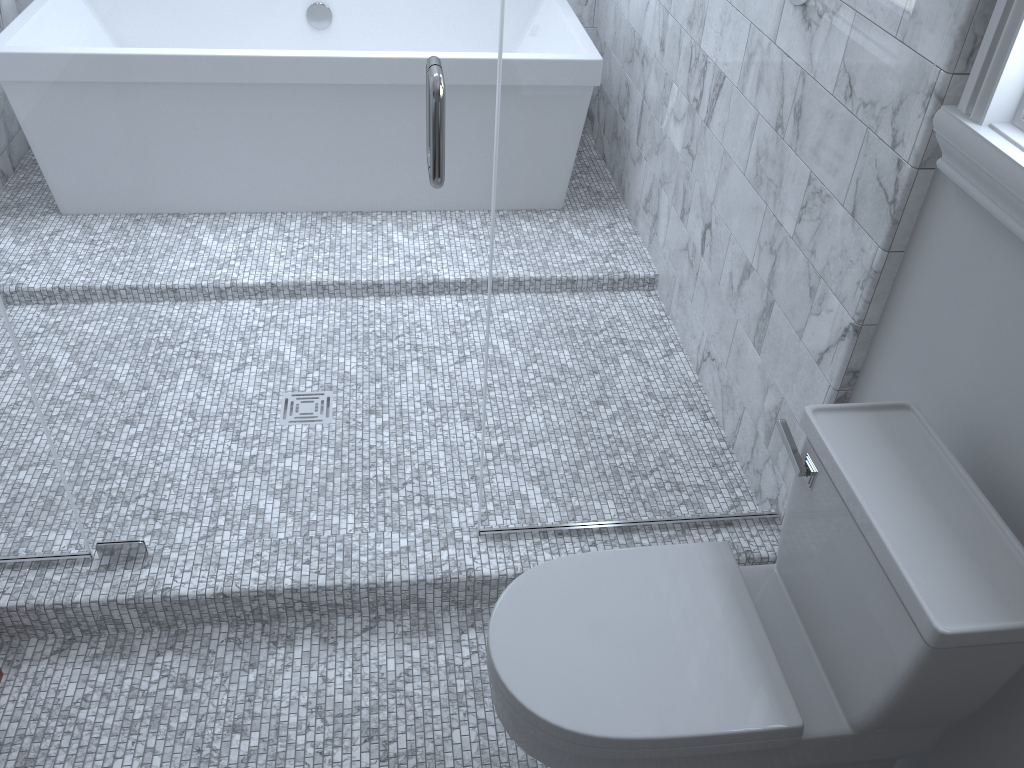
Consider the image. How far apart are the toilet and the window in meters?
0.3

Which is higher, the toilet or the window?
the window

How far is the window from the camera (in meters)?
1.28

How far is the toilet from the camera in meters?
1.2 m

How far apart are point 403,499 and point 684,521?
1.60m

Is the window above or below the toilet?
above

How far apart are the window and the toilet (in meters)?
0.32

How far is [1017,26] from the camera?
1.3 meters

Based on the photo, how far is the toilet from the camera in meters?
1.2 m
